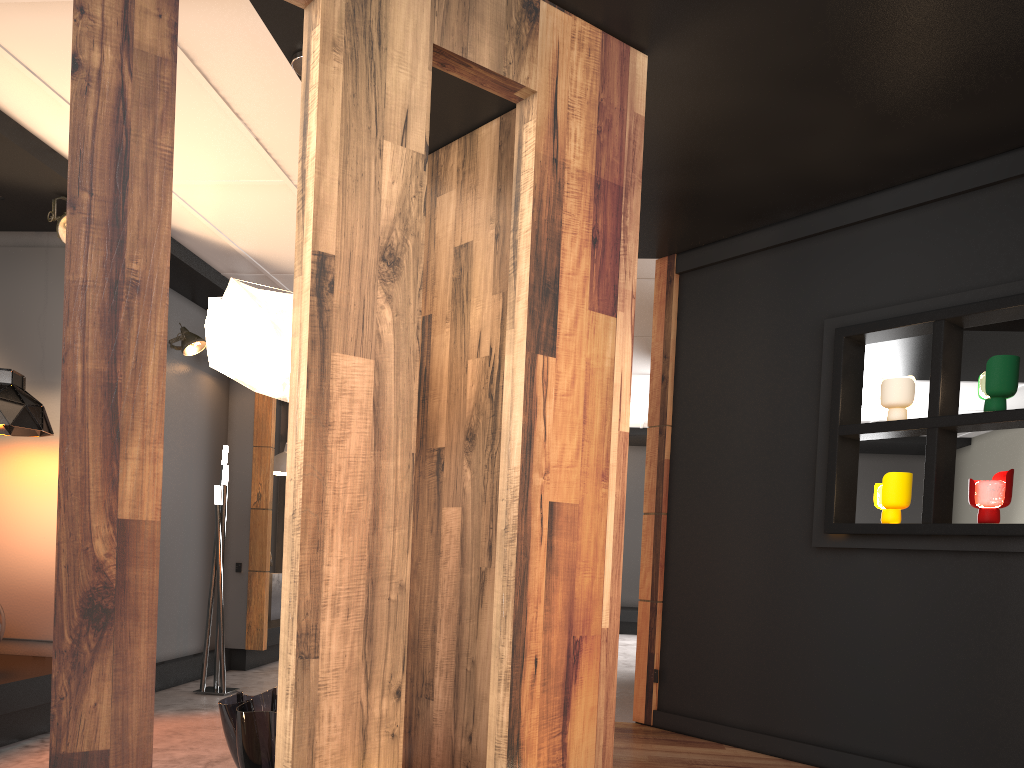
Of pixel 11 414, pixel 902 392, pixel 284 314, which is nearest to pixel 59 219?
pixel 11 414

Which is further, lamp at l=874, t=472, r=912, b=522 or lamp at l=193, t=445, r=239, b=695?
lamp at l=193, t=445, r=239, b=695

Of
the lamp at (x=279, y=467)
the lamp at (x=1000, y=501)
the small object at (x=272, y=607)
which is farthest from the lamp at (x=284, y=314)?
the small object at (x=272, y=607)

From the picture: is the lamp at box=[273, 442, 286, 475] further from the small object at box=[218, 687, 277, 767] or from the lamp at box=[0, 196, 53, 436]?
the small object at box=[218, 687, 277, 767]

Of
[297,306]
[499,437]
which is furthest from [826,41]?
[297,306]

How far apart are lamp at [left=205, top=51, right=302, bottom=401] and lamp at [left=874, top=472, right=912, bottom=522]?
2.73m

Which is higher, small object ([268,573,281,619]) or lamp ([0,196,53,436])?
lamp ([0,196,53,436])

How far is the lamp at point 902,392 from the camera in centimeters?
407cm

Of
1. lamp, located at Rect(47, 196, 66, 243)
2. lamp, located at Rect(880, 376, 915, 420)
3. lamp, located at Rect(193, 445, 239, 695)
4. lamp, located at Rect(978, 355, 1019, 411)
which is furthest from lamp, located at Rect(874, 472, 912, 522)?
lamp, located at Rect(47, 196, 66, 243)

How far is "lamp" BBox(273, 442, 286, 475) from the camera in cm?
790
